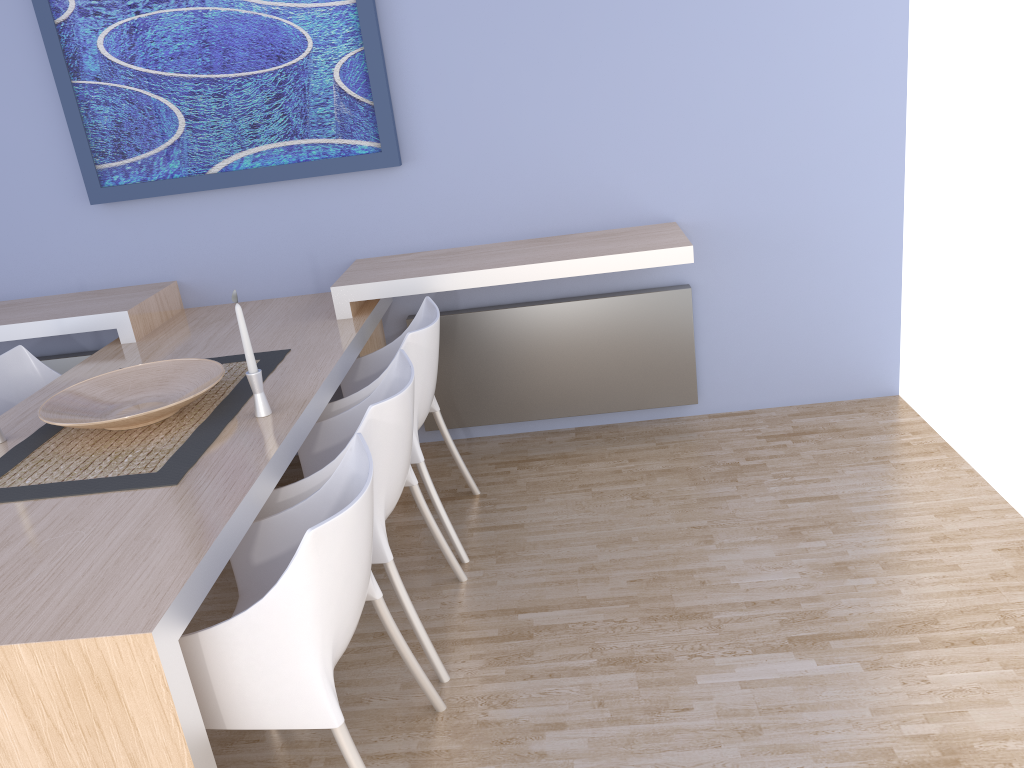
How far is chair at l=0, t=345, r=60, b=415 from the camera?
3.11m

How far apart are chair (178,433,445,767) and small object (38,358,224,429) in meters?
0.5 m

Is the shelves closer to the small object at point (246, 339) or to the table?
the table

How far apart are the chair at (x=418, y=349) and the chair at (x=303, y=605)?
0.7 meters

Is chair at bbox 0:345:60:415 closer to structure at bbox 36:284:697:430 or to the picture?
structure at bbox 36:284:697:430

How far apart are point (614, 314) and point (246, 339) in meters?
1.7 m

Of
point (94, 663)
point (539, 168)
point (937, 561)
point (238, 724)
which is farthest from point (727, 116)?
point (94, 663)

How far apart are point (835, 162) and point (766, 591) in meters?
1.8 m

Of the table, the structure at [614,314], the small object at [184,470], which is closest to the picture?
the table

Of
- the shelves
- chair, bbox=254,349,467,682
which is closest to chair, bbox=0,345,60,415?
the shelves
